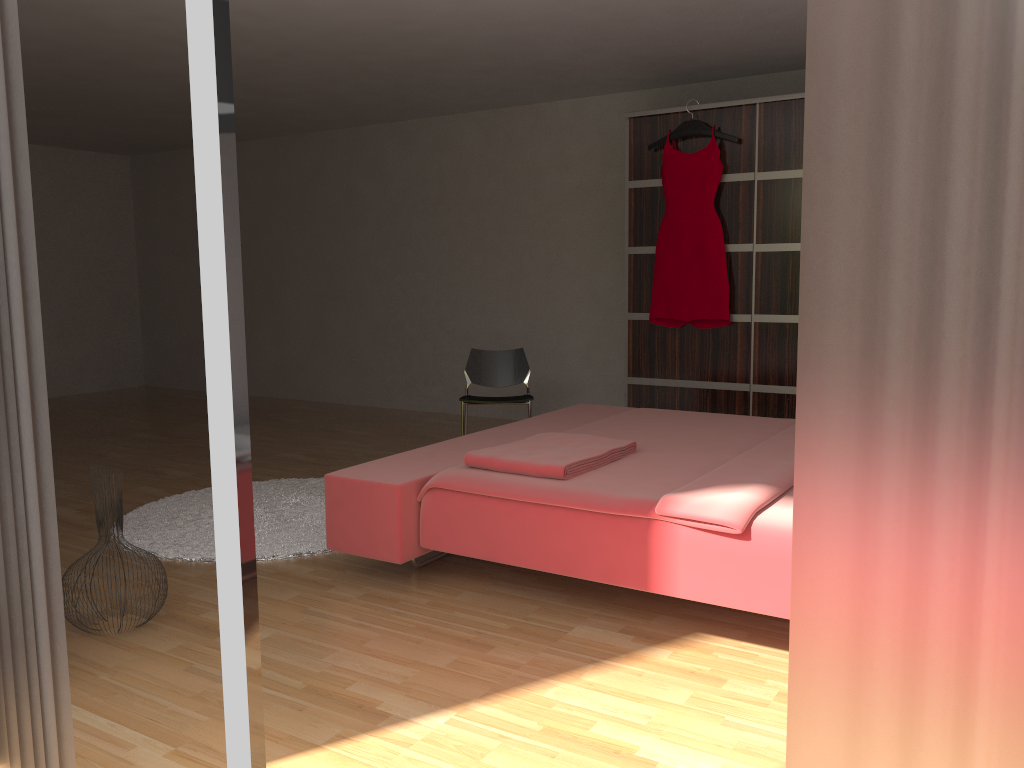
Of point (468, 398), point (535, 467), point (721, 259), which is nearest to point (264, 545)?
point (535, 467)

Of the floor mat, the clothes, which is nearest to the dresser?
the clothes

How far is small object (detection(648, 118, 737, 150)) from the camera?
4.89m

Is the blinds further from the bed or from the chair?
the chair

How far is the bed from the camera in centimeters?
239cm

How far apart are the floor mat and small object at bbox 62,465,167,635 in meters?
0.7

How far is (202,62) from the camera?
1.1 meters

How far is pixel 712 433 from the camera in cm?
356

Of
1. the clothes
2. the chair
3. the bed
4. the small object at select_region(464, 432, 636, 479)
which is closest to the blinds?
the bed

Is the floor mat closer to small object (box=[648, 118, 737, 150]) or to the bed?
the bed
